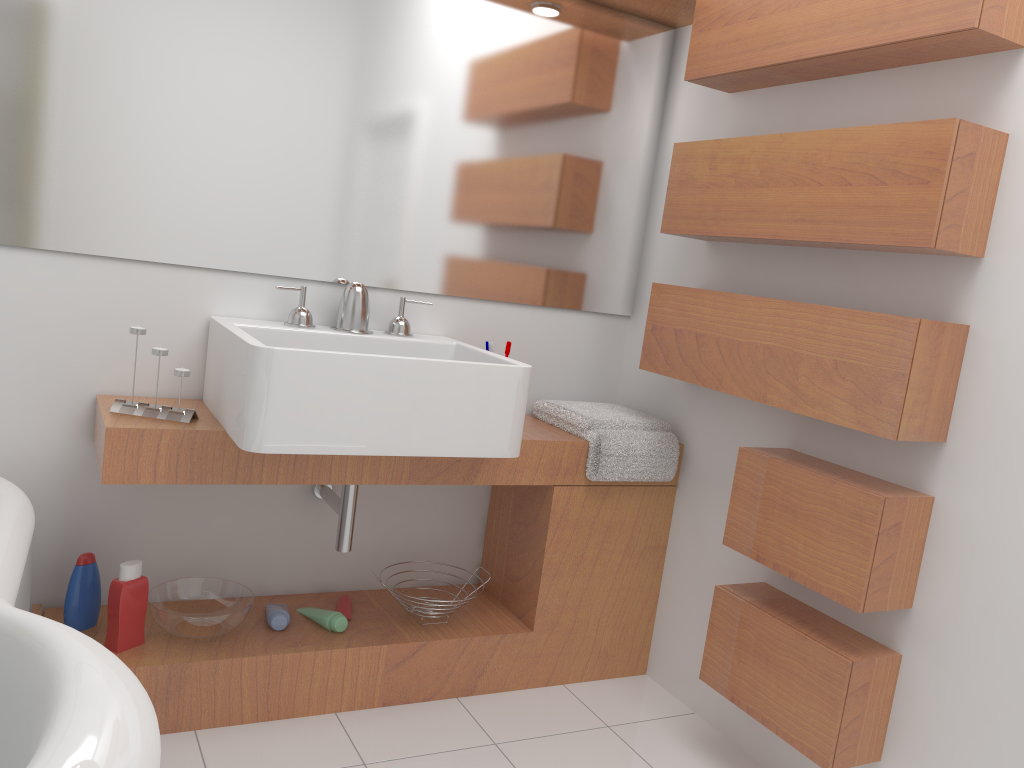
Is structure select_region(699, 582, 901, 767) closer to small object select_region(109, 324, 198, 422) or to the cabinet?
the cabinet

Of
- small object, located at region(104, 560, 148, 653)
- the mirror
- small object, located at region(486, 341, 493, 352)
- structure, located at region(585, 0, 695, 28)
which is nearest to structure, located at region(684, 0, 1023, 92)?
structure, located at region(585, 0, 695, 28)

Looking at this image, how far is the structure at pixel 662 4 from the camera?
2.5m

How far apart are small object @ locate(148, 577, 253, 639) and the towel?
0.9m

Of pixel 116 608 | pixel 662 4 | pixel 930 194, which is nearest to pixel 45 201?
pixel 116 608

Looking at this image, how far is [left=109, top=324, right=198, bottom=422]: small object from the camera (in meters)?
1.98

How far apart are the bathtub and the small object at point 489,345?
1.19m

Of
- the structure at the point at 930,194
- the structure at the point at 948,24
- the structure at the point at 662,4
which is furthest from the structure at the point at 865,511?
the structure at the point at 662,4

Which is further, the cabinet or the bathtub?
the cabinet

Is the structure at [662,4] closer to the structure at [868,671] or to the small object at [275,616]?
the structure at [868,671]
